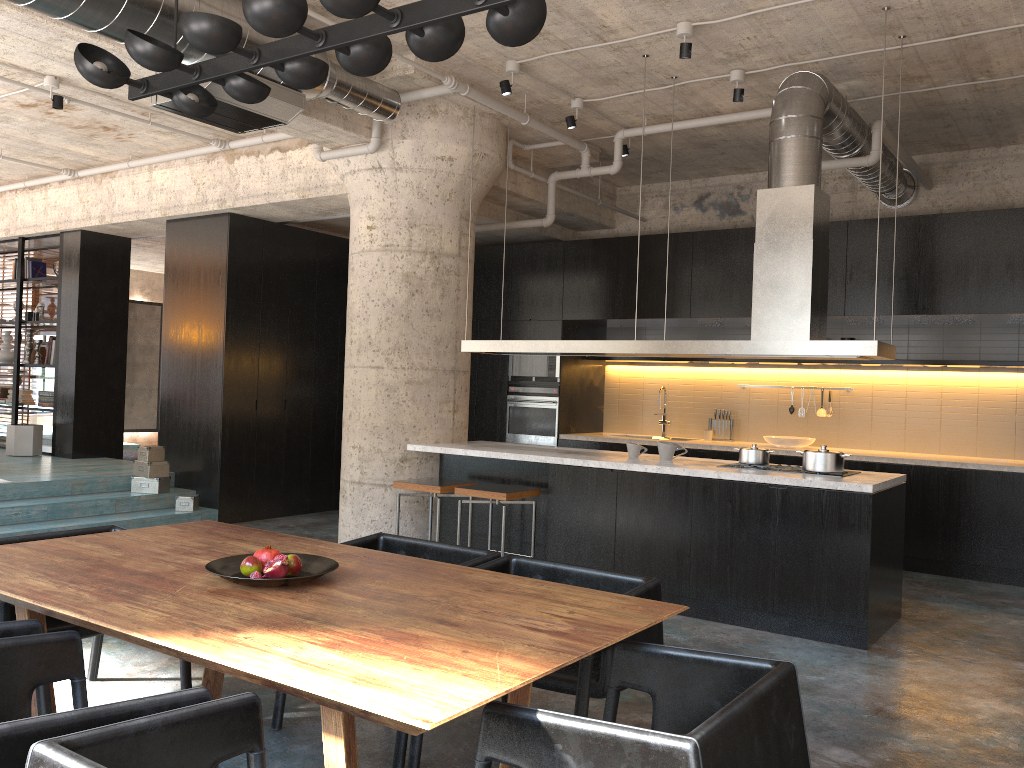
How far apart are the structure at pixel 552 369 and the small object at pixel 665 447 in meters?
3.1 m

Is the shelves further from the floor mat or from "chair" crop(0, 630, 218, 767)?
the floor mat

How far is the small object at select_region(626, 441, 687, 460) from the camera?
6.3 meters

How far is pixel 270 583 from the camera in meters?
2.8

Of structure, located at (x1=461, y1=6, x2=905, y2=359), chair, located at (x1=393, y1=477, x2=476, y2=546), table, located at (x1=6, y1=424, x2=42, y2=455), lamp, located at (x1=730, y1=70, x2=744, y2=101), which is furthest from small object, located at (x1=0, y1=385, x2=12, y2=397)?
lamp, located at (x1=730, y1=70, x2=744, y2=101)

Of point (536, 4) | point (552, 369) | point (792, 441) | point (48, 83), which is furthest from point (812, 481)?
point (48, 83)

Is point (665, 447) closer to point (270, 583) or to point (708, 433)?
point (708, 433)

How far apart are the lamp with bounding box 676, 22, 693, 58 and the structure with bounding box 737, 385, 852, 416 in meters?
4.5

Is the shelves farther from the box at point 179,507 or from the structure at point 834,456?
the box at point 179,507

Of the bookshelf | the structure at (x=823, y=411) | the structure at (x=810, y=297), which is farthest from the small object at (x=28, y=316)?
the structure at (x=823, y=411)
